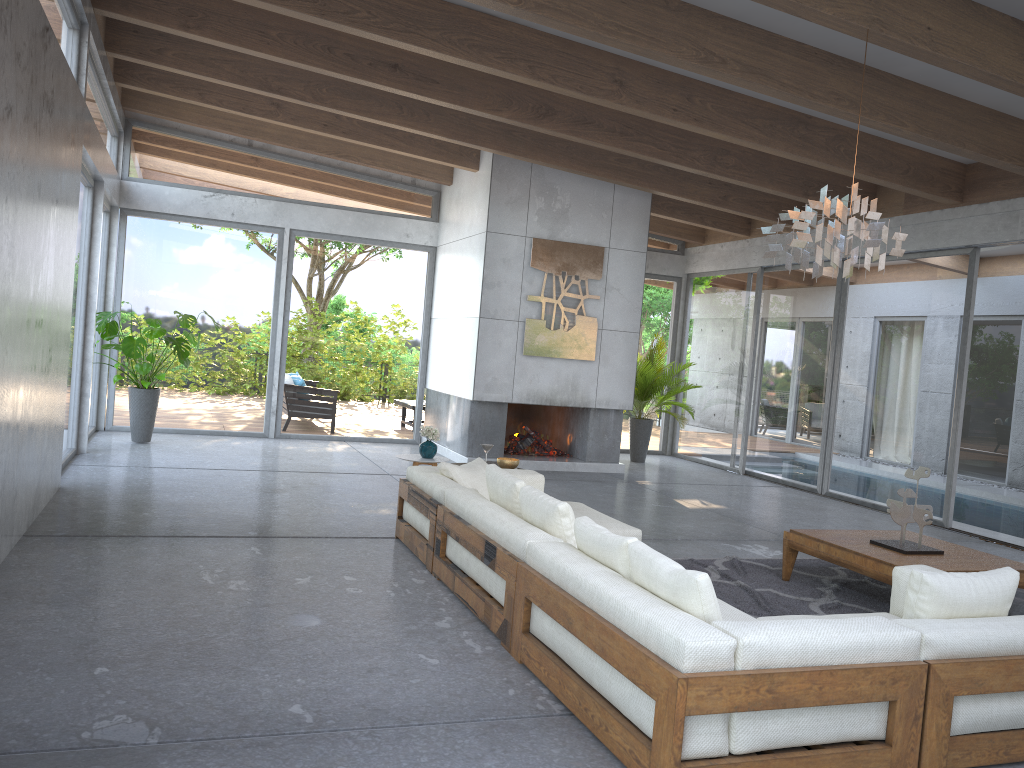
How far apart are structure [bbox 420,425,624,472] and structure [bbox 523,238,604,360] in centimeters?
117cm

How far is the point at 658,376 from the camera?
11.9m

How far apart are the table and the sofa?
0.9m

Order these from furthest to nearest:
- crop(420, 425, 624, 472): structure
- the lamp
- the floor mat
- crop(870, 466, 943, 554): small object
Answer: crop(420, 425, 624, 472): structure < crop(870, 466, 943, 554): small object < the floor mat < the lamp

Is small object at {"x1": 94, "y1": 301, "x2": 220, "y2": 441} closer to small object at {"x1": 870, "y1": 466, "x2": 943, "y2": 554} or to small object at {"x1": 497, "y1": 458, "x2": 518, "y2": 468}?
small object at {"x1": 497, "y1": 458, "x2": 518, "y2": 468}

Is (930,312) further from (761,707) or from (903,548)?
(761,707)

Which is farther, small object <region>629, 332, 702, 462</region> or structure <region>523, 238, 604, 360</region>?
small object <region>629, 332, 702, 462</region>

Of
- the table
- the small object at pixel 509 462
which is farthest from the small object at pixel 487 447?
the table

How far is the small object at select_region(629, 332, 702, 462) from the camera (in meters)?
11.86

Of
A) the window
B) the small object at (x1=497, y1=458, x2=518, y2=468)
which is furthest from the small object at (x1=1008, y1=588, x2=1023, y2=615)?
the window
